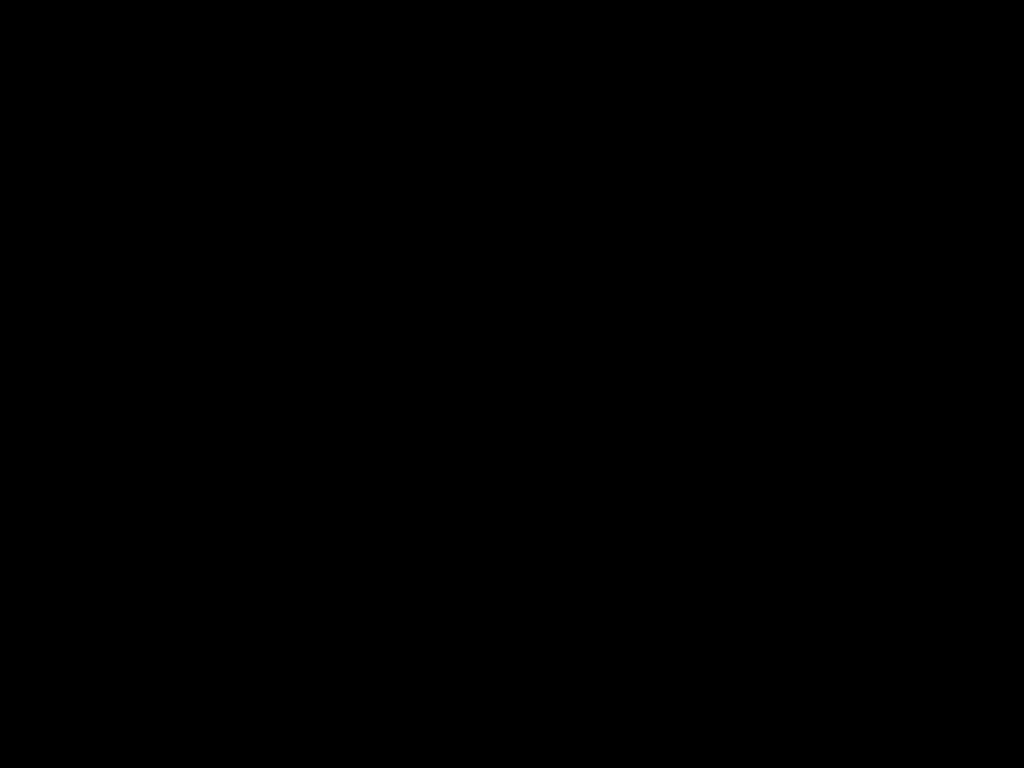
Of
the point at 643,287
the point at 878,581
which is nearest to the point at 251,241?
the point at 643,287
